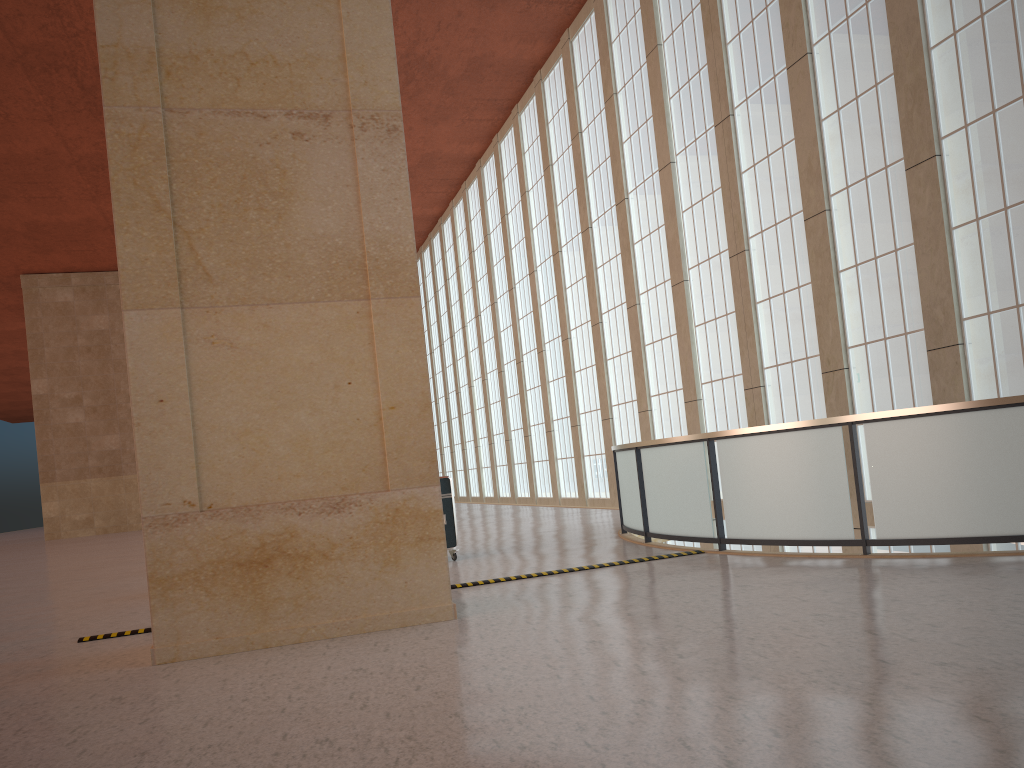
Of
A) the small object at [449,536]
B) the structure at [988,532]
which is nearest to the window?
the structure at [988,532]

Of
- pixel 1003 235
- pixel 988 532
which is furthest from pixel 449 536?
pixel 1003 235

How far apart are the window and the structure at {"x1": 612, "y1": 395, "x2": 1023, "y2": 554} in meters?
5.8

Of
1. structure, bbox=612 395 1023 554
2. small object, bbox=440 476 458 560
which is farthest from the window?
small object, bbox=440 476 458 560

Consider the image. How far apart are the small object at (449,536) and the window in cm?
932

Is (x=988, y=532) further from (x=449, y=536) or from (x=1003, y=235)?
(x=449, y=536)

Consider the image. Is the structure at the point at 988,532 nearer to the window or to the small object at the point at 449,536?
the small object at the point at 449,536

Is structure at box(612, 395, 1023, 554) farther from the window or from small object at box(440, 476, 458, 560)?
the window

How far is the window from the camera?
15.31m

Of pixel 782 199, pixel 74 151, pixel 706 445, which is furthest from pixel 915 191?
pixel 74 151
